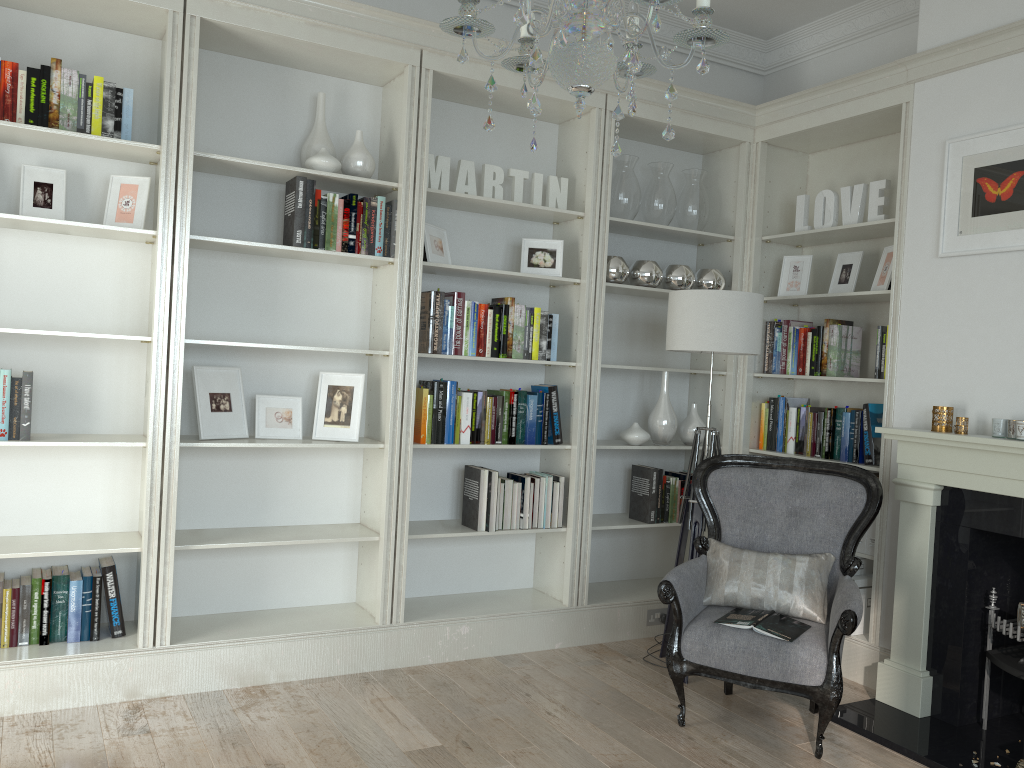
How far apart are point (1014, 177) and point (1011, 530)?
1.38m

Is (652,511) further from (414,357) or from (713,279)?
(414,357)

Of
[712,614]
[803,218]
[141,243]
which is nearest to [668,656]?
[712,614]

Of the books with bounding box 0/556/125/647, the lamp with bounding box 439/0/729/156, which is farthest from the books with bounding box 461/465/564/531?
the lamp with bounding box 439/0/729/156

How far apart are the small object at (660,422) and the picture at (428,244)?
1.34m

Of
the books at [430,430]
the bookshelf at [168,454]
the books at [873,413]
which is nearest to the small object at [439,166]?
the bookshelf at [168,454]

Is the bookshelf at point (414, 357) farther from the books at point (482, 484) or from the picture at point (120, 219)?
the picture at point (120, 219)

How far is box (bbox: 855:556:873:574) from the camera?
4.21m

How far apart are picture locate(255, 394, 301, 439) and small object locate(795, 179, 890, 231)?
2.7m

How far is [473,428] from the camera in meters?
4.1
